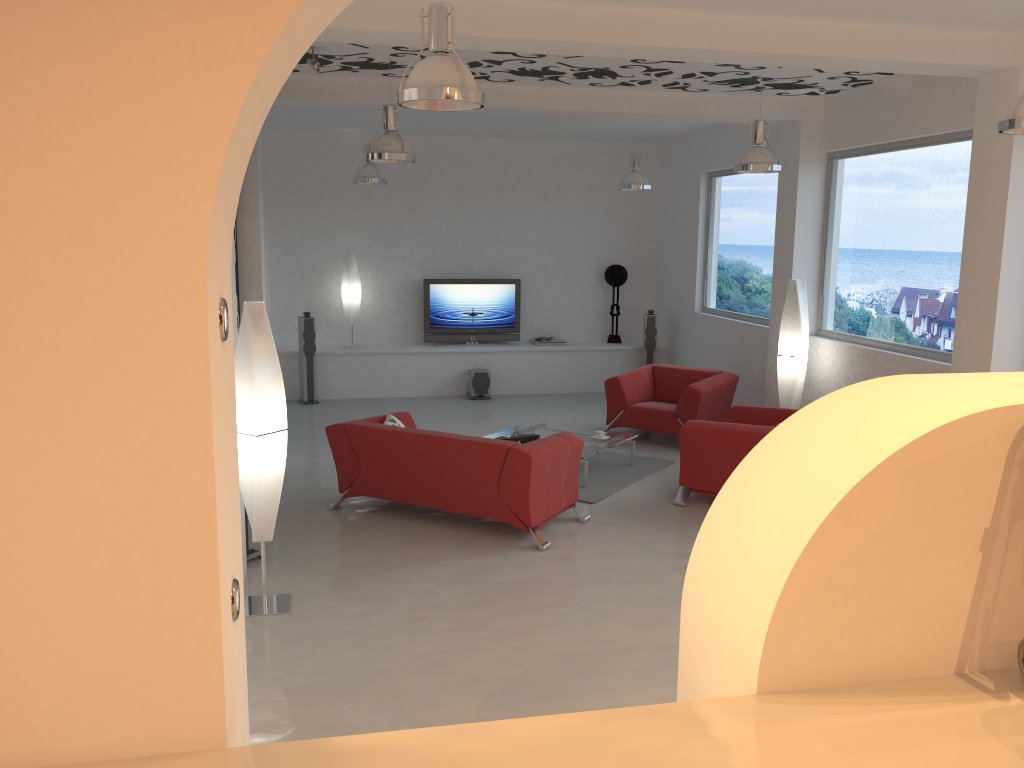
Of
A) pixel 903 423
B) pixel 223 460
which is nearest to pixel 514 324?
pixel 903 423

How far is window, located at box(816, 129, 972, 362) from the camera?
7.1m

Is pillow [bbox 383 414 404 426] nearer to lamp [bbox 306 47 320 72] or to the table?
the table

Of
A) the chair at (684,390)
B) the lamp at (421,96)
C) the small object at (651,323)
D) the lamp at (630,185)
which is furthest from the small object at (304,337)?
the lamp at (421,96)

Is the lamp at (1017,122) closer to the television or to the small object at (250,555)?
the small object at (250,555)

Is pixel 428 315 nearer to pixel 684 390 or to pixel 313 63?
pixel 684 390

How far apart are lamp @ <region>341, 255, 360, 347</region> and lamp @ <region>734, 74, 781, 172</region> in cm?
603

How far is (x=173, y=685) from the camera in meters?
2.0

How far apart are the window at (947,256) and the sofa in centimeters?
305cm

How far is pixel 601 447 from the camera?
8.0m
